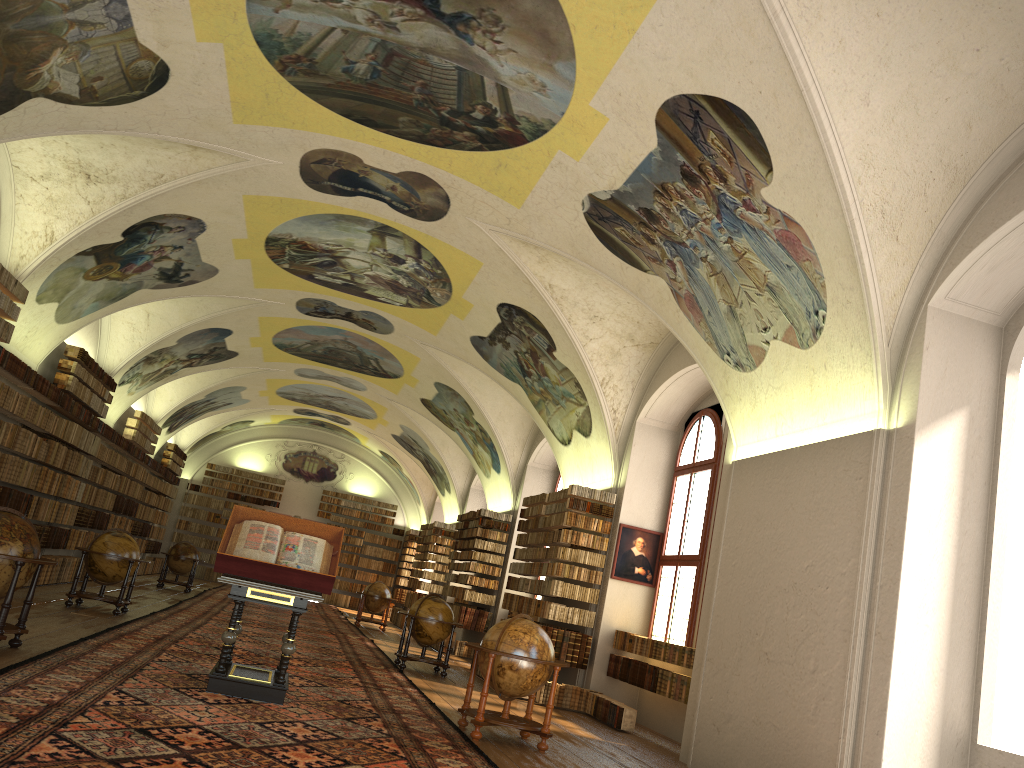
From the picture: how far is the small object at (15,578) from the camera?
9.0m

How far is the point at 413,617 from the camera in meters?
16.3 m

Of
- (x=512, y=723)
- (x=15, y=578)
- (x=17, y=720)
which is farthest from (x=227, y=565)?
(x=512, y=723)

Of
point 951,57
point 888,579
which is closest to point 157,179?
point 951,57

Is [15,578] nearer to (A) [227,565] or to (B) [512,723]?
(A) [227,565]

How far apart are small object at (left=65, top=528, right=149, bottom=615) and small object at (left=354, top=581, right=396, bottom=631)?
11.3m

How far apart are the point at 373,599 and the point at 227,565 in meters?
18.2

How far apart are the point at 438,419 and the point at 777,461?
17.6 meters

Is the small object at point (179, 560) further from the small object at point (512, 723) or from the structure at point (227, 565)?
the small object at point (512, 723)

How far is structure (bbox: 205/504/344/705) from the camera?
9.2 meters
